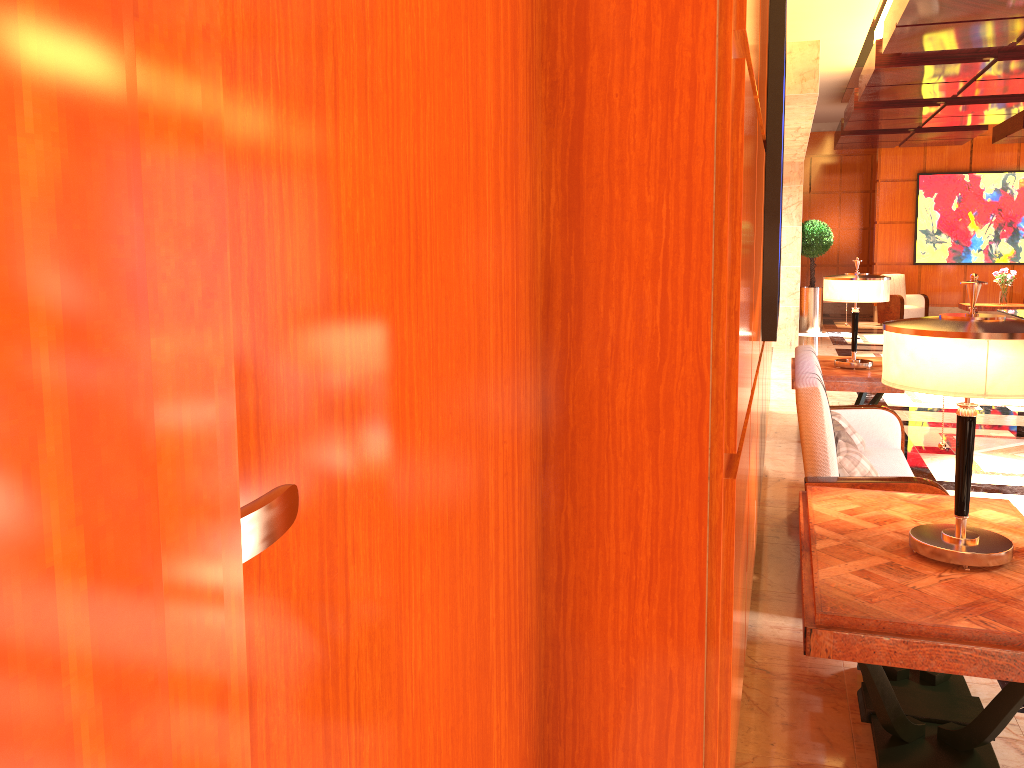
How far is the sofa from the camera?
3.5m

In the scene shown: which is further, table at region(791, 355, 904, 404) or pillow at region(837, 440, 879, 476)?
table at region(791, 355, 904, 404)

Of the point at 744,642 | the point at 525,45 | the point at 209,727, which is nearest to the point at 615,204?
the point at 525,45

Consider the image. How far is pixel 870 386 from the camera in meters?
6.0 m

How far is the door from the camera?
0.8m

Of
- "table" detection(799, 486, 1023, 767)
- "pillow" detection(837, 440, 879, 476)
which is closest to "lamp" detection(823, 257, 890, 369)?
"pillow" detection(837, 440, 879, 476)

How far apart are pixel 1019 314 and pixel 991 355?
8.5m

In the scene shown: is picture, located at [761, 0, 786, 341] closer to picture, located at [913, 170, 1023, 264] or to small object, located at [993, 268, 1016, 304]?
small object, located at [993, 268, 1016, 304]

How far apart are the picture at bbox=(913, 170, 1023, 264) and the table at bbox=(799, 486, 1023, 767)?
15.39m

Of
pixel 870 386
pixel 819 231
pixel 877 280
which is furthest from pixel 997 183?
pixel 870 386
